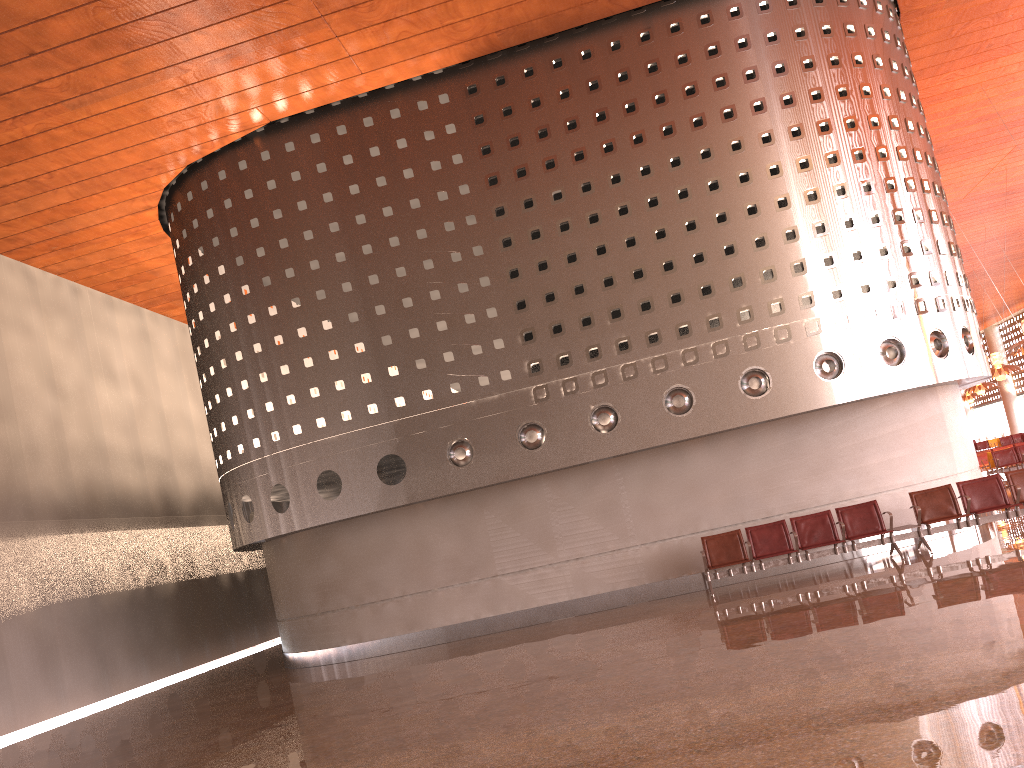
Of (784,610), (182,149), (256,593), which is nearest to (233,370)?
(182,149)
